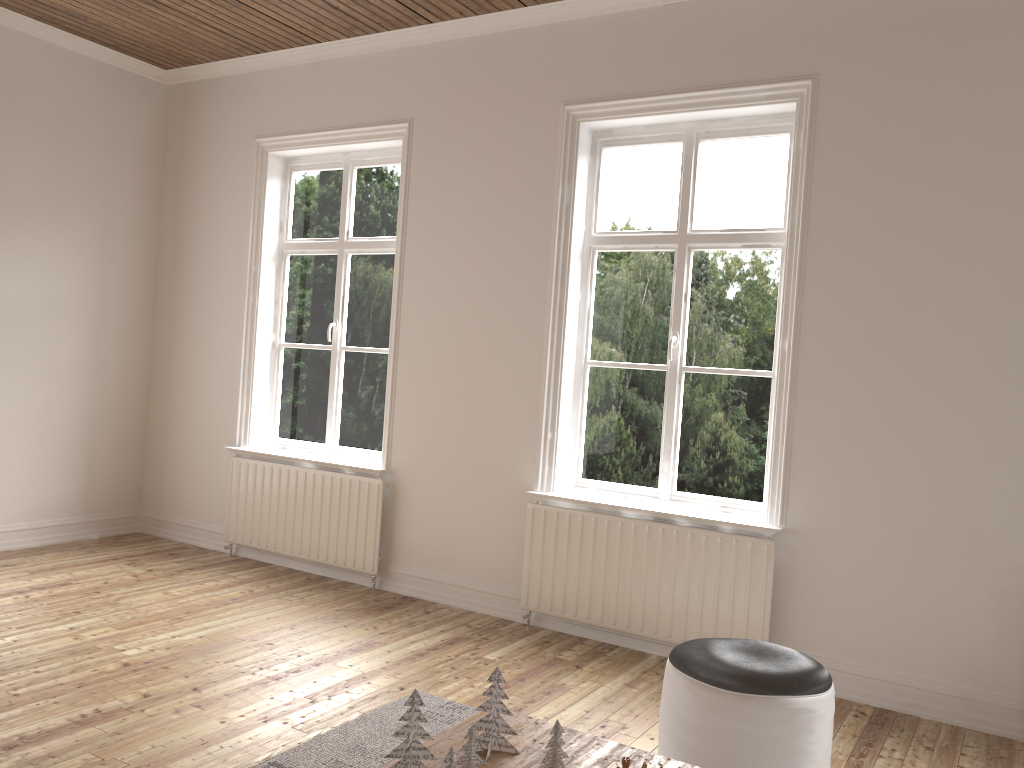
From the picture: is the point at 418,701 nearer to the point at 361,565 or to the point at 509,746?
the point at 509,746

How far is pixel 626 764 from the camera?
2.1 meters

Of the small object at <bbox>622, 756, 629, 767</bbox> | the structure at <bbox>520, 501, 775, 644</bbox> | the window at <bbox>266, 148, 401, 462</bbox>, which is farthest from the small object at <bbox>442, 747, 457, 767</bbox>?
the window at <bbox>266, 148, 401, 462</bbox>

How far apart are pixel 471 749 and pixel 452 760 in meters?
0.2 m

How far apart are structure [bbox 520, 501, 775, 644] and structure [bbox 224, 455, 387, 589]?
0.93m

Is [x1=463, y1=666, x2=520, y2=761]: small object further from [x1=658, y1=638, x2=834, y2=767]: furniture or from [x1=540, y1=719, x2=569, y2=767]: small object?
[x1=658, y1=638, x2=834, y2=767]: furniture

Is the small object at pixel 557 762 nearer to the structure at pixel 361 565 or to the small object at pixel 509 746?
the small object at pixel 509 746

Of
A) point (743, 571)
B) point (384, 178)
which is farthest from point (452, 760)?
point (384, 178)

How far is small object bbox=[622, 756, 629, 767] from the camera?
2.1m

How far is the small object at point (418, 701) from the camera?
2.1m
